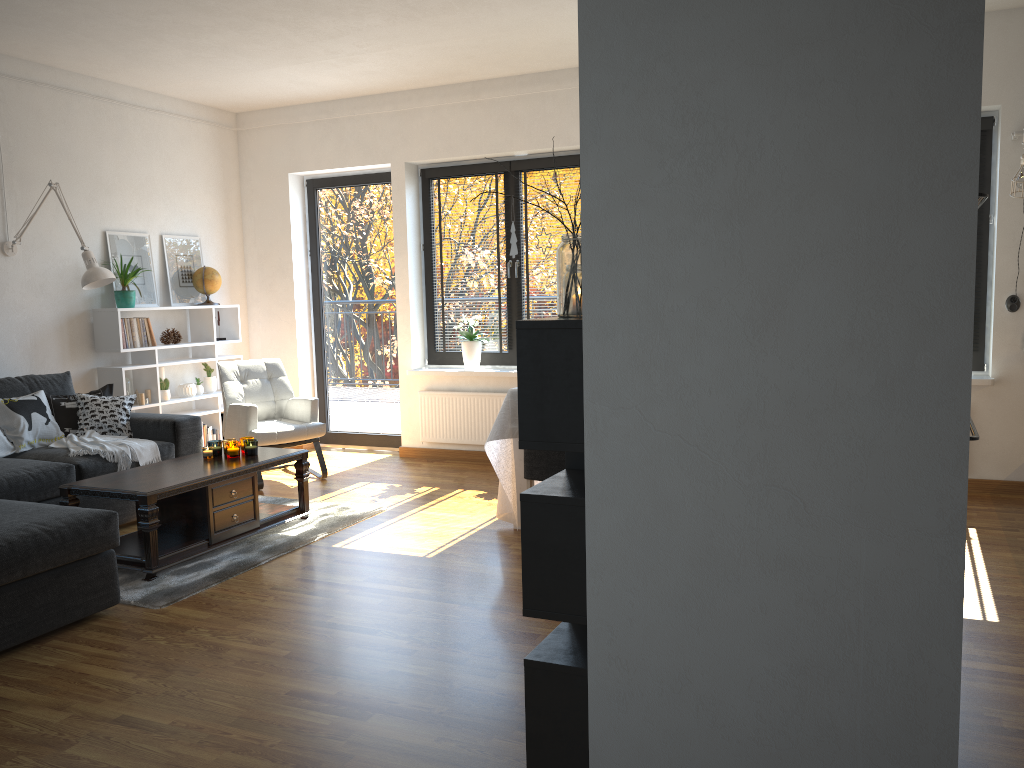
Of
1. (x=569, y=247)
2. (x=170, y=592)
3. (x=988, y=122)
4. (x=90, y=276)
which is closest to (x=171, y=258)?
(x=90, y=276)

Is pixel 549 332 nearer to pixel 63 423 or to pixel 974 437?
pixel 974 437

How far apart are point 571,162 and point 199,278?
2.9 meters

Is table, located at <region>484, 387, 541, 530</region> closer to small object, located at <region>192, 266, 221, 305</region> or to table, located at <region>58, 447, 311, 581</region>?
table, located at <region>58, 447, 311, 581</region>

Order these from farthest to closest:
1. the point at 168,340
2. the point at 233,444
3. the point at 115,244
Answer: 1. the point at 168,340
2. the point at 115,244
3. the point at 233,444

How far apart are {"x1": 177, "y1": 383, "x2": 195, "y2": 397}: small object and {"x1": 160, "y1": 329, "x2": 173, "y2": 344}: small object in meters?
0.4

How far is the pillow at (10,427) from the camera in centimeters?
494cm

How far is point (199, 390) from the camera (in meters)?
6.76

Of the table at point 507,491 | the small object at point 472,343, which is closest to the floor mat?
the table at point 507,491

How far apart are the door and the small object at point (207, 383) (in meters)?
0.93
